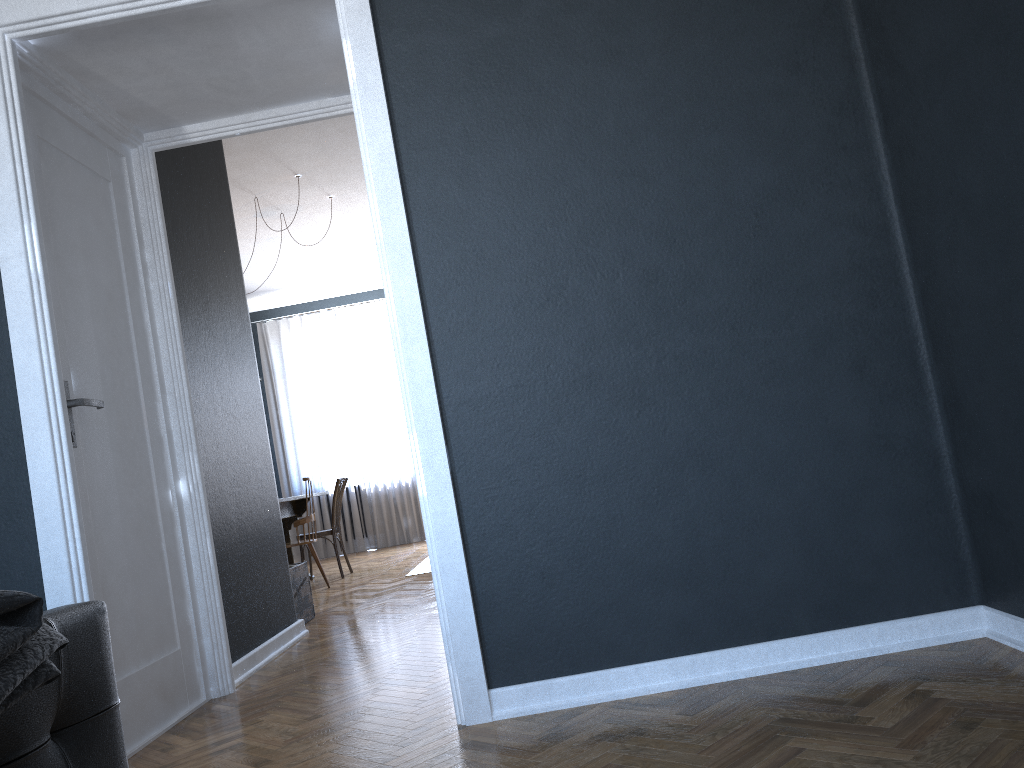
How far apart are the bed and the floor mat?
5.02m

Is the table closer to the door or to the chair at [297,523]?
the chair at [297,523]

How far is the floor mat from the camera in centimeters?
669cm

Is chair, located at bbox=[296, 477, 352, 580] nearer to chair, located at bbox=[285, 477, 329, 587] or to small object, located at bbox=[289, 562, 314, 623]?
chair, located at bbox=[285, 477, 329, 587]

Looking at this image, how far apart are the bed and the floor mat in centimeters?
502cm

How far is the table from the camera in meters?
7.3

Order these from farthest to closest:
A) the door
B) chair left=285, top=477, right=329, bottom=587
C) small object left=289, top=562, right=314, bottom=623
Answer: chair left=285, top=477, right=329, bottom=587
small object left=289, top=562, right=314, bottom=623
the door

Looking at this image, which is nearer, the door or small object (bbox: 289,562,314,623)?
the door

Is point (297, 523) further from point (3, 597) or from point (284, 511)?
point (3, 597)

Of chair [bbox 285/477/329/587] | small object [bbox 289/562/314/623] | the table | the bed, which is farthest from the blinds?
the bed
